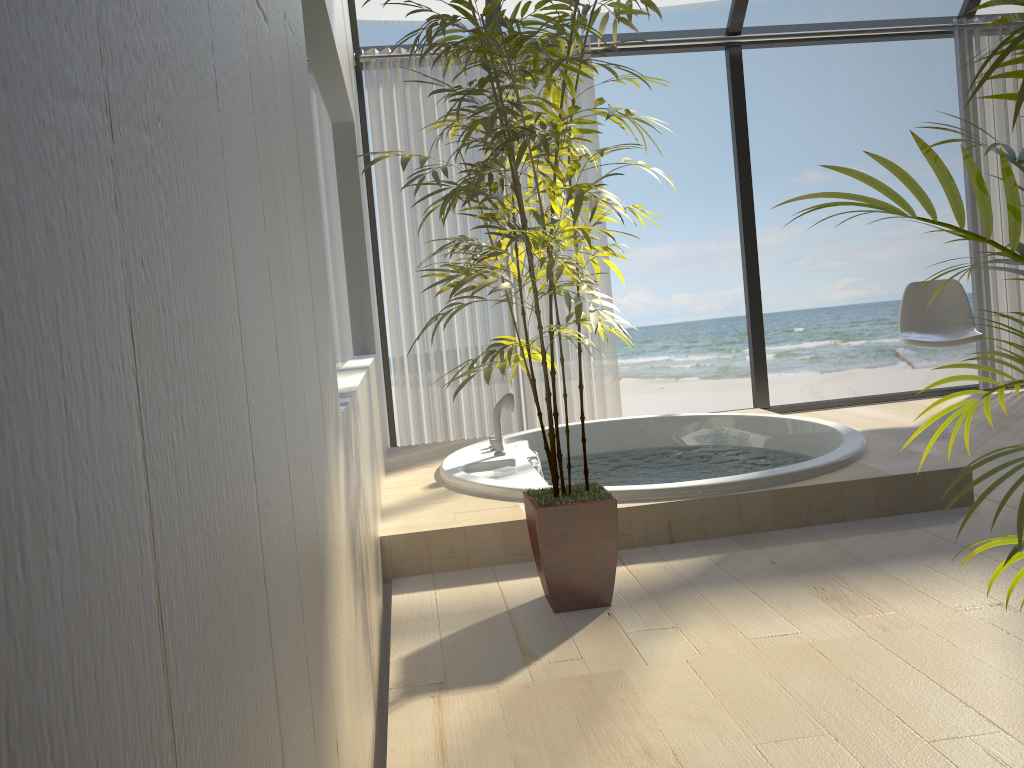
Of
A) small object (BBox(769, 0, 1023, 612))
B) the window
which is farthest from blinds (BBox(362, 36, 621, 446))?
small object (BBox(769, 0, 1023, 612))

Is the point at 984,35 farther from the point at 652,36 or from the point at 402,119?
the point at 402,119

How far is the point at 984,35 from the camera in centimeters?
486cm

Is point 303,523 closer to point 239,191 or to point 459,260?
point 239,191

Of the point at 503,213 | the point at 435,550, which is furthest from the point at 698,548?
the point at 503,213

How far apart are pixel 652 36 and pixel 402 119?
1.4m

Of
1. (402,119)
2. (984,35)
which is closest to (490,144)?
(402,119)

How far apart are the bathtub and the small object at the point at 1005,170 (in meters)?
1.23

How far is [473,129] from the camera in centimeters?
184cm

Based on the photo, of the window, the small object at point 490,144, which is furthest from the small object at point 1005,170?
the window
